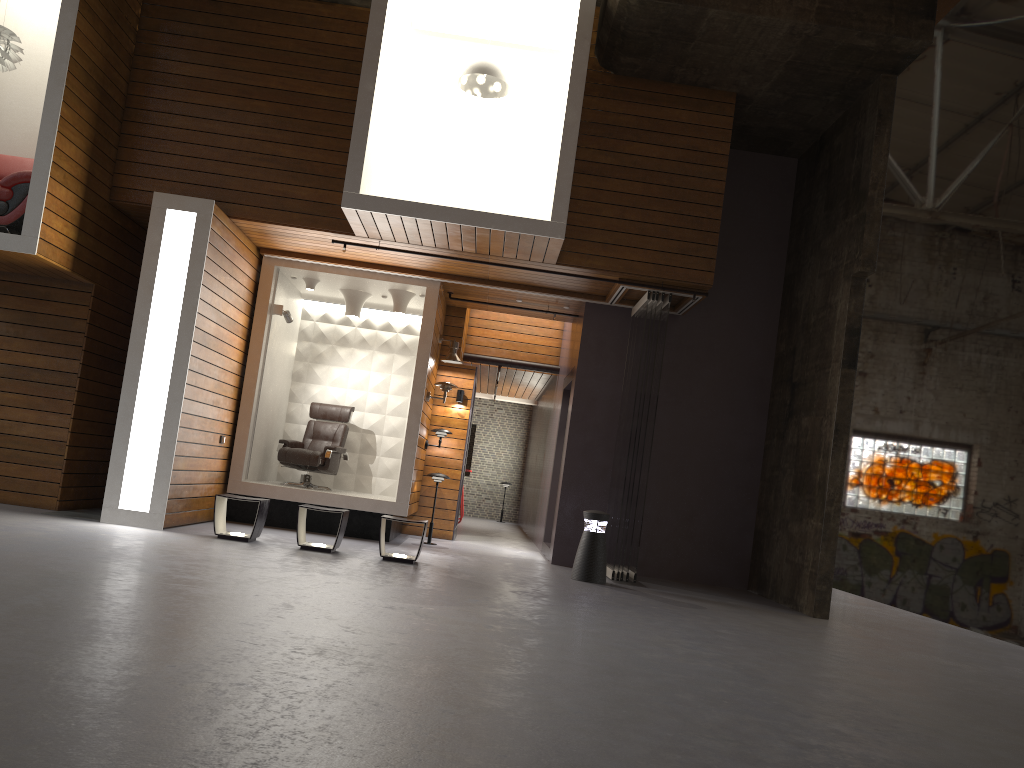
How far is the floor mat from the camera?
8.3m

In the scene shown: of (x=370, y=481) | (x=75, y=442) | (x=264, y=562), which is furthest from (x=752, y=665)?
(x=370, y=481)

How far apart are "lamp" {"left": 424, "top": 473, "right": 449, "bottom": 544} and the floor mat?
3.6m

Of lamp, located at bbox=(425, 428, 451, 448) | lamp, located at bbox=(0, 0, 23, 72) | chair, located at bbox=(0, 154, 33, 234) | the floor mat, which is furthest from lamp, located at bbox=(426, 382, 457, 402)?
lamp, located at bbox=(0, 0, 23, 72)

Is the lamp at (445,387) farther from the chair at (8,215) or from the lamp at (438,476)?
the chair at (8,215)

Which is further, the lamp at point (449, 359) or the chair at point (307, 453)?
the lamp at point (449, 359)

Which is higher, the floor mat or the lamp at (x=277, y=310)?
the lamp at (x=277, y=310)

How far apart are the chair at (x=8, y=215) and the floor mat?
2.6m

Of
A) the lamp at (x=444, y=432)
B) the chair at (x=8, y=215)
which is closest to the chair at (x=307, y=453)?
the lamp at (x=444, y=432)

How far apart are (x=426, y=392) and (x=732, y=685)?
6.43m
